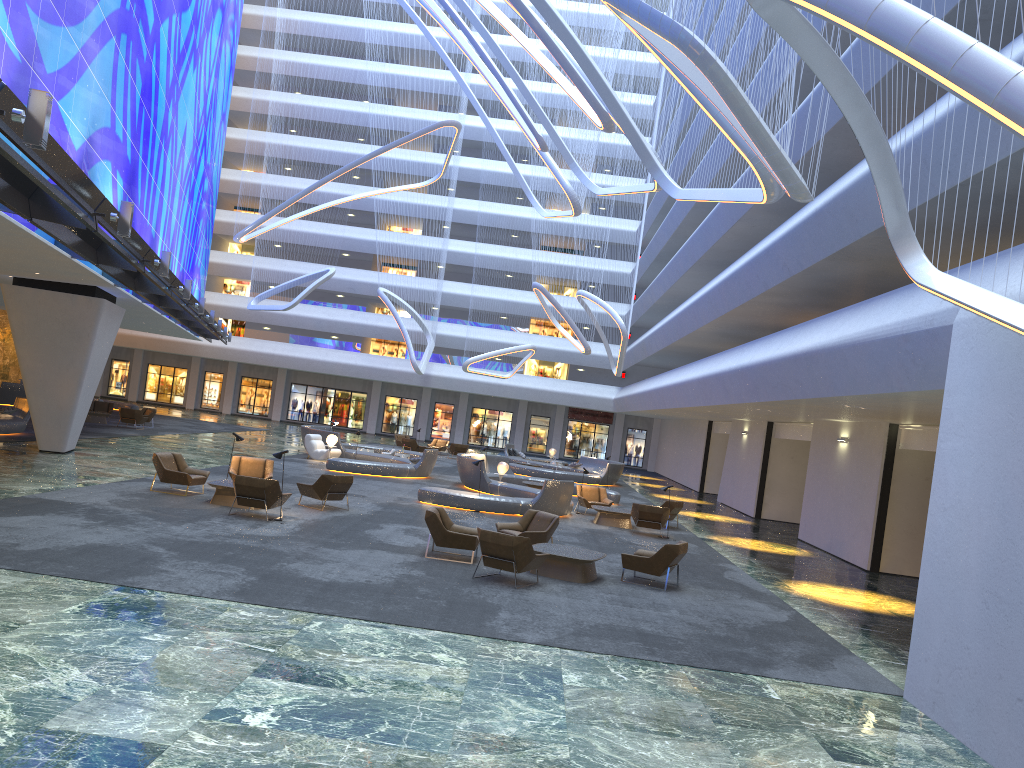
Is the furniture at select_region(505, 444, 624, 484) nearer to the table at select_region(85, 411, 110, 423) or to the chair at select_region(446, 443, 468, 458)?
the chair at select_region(446, 443, 468, 458)

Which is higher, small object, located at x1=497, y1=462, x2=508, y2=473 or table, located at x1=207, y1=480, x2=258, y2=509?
small object, located at x1=497, y1=462, x2=508, y2=473

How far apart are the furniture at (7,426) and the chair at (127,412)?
6.2 meters

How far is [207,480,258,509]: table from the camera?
16.9m

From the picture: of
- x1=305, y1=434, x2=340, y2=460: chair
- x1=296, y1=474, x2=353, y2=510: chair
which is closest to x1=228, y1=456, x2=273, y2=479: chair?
x1=296, y1=474, x2=353, y2=510: chair

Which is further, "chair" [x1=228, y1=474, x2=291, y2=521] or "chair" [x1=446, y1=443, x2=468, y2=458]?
"chair" [x1=446, y1=443, x2=468, y2=458]

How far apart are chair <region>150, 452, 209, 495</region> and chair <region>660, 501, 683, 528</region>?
11.7m

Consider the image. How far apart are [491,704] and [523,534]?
8.0 meters

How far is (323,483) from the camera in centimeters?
1808cm

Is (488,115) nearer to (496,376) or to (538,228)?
(538,228)
